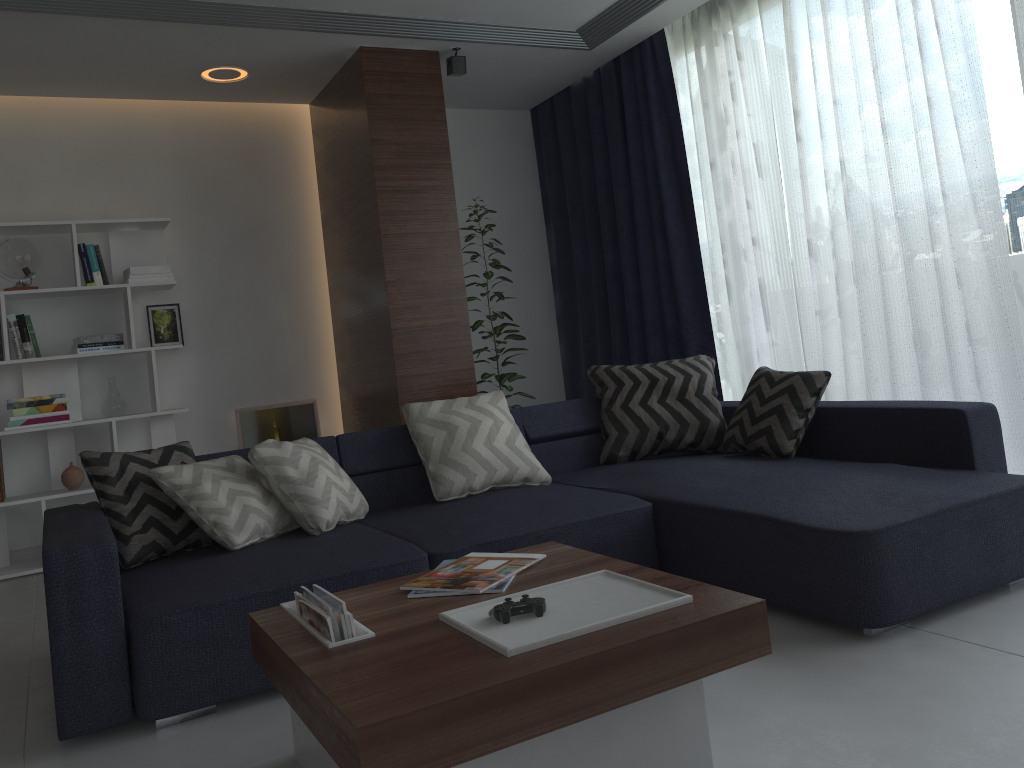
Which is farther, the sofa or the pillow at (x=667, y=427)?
the pillow at (x=667, y=427)

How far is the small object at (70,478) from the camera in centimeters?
473cm

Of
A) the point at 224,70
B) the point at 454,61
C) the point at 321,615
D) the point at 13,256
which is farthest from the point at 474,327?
the point at 321,615

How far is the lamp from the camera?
4.70m

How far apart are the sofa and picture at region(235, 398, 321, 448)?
2.1 meters

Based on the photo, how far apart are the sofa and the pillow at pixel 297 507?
0.03m

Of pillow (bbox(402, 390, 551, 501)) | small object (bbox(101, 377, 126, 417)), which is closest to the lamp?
small object (bbox(101, 377, 126, 417))

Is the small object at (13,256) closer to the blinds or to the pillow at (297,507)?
the pillow at (297,507)

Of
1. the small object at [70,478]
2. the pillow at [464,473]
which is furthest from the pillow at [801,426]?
the small object at [70,478]

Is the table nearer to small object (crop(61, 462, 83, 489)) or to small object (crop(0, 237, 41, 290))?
small object (crop(61, 462, 83, 489))
